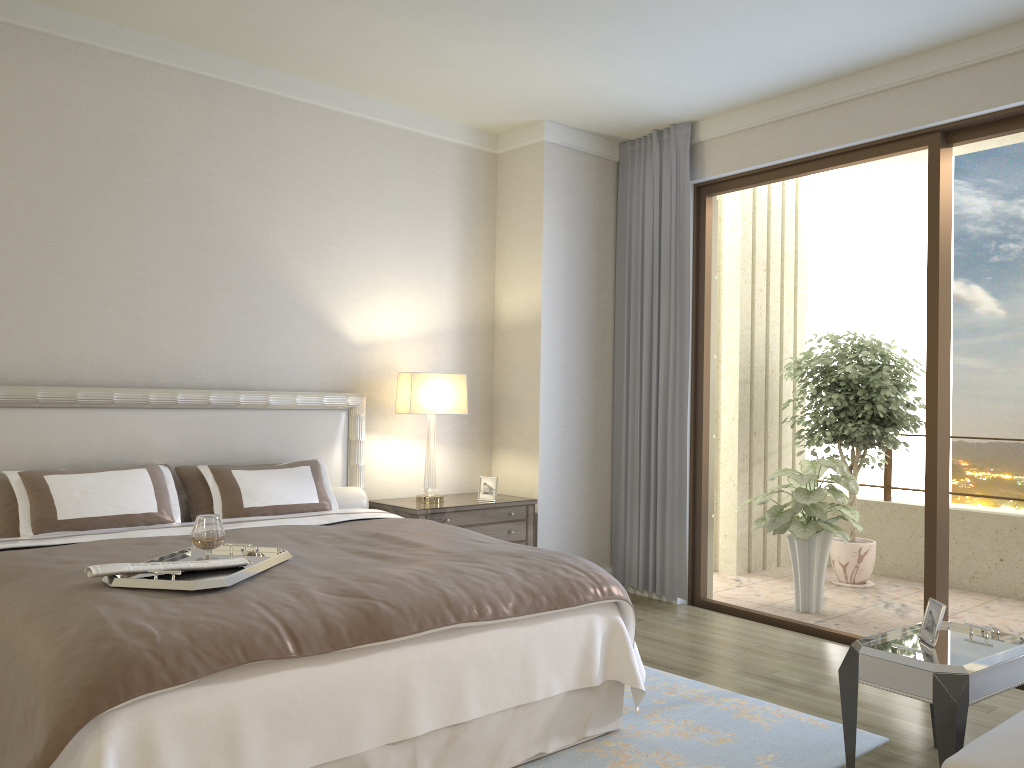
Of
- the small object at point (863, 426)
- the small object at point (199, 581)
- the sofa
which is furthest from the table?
the small object at point (863, 426)

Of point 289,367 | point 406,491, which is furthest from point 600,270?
point 289,367

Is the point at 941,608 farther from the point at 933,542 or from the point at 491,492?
the point at 491,492

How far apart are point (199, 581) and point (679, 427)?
3.7 meters

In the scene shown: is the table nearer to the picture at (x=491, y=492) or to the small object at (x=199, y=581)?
the small object at (x=199, y=581)

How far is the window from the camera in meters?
4.5 m

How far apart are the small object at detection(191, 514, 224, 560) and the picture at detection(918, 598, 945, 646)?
2.5 meters

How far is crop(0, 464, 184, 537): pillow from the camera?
3.6m

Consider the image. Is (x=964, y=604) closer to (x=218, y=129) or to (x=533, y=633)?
(x=533, y=633)

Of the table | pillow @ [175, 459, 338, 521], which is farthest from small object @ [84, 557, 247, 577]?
the table
